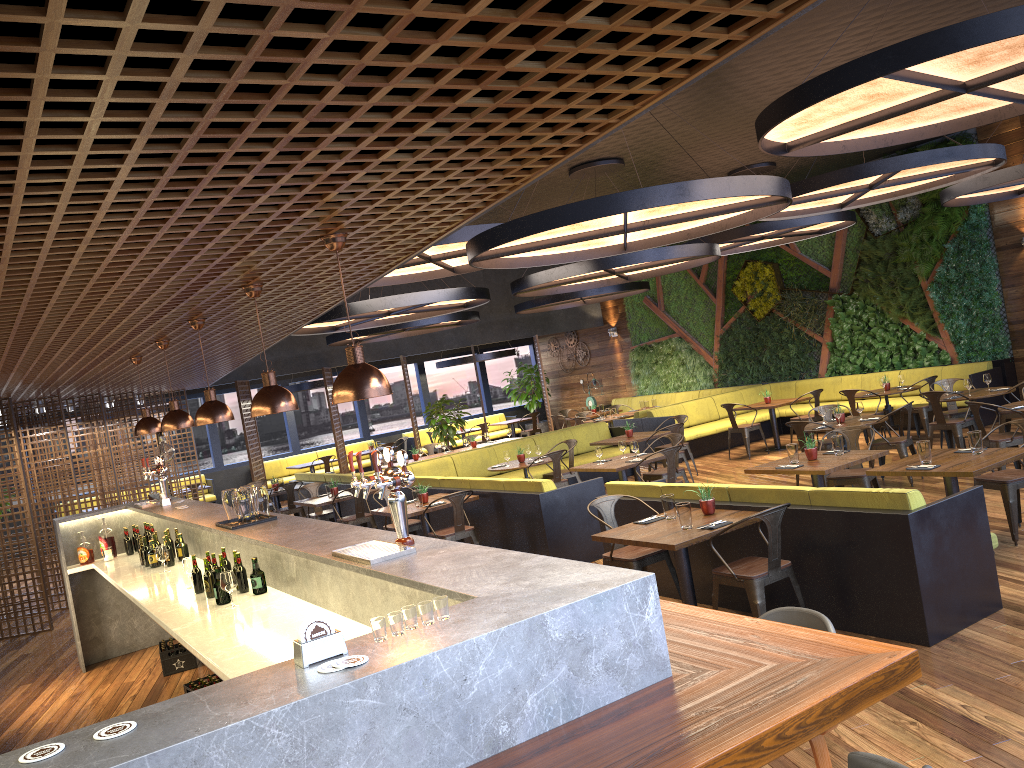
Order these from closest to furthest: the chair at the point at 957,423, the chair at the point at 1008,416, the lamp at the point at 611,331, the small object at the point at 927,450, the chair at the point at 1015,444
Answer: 1. the small object at the point at 927,450
2. the chair at the point at 1015,444
3. the chair at the point at 957,423
4. the chair at the point at 1008,416
5. the lamp at the point at 611,331

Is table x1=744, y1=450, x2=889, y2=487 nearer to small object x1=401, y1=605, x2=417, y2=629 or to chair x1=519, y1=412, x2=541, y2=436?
small object x1=401, y1=605, x2=417, y2=629

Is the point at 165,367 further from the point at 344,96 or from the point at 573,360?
the point at 573,360

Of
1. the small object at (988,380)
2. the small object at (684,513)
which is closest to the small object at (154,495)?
the small object at (684,513)

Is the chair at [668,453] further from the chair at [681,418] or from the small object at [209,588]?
the small object at [209,588]

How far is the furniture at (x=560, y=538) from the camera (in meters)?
8.71

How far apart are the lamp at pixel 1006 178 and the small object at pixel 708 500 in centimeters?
604cm

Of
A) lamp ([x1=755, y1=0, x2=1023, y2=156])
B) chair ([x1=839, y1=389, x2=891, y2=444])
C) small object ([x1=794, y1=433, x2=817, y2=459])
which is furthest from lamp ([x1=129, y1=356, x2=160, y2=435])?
chair ([x1=839, y1=389, x2=891, y2=444])

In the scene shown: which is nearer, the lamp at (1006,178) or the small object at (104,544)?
the small object at (104,544)

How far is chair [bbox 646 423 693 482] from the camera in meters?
12.1
